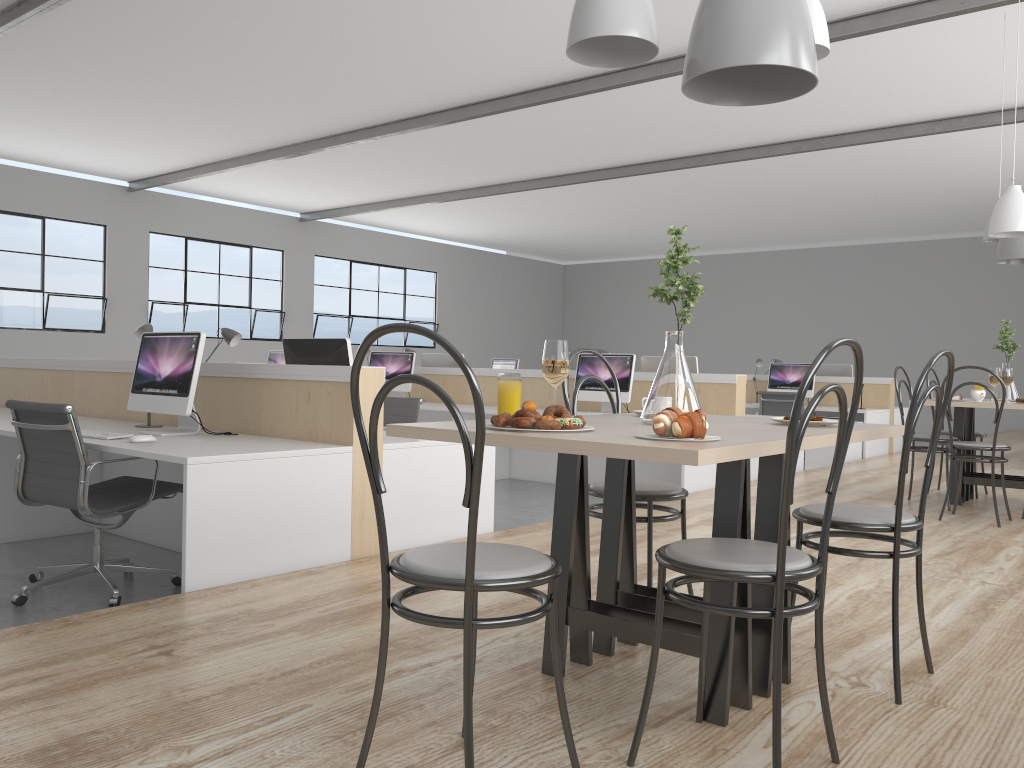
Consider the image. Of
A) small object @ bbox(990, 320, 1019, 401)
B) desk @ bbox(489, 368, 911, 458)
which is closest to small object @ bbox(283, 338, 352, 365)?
small object @ bbox(990, 320, 1019, 401)

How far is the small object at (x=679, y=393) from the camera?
1.8 meters

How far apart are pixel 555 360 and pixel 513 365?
7.82m

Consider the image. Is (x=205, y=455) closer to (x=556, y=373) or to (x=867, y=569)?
(x=556, y=373)

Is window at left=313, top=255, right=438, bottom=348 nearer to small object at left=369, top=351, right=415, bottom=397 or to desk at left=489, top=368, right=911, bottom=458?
small object at left=369, top=351, right=415, bottom=397

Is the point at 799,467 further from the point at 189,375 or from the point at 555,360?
the point at 555,360

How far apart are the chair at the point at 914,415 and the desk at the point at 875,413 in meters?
5.3

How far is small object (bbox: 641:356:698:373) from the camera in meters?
5.6 m

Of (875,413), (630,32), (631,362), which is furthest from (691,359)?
(630,32)

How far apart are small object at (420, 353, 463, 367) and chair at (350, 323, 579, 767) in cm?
551
